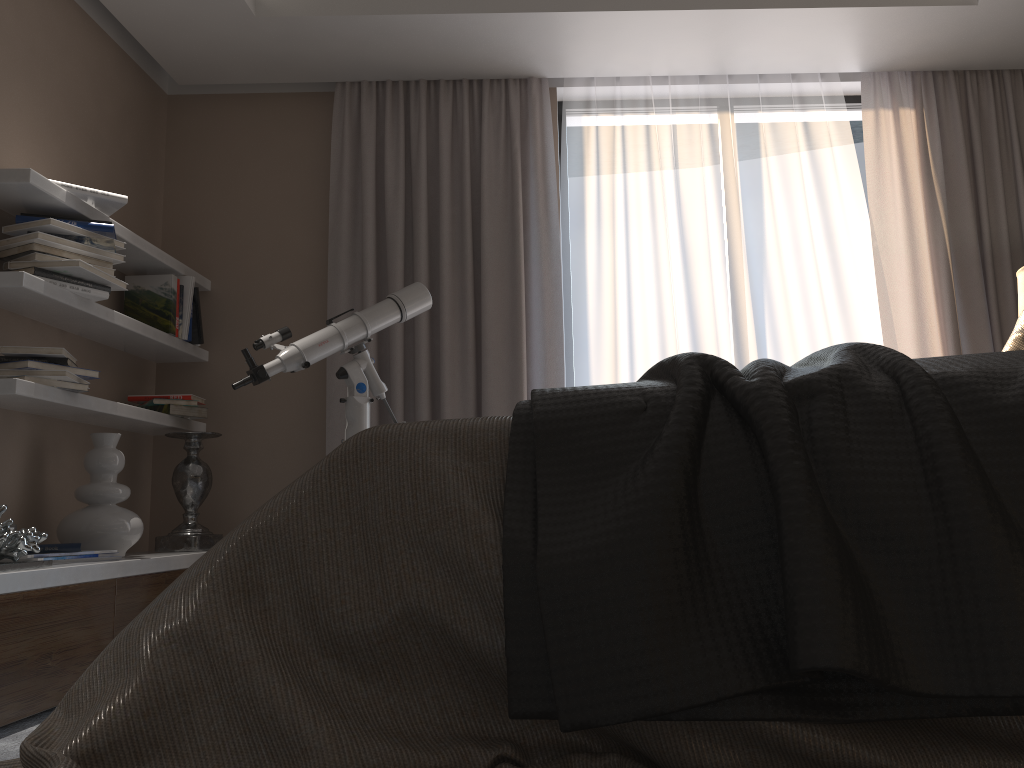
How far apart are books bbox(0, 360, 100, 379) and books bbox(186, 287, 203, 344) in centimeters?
90cm

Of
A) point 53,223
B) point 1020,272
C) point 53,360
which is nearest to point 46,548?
point 53,360

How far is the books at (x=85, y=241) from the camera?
3.04m

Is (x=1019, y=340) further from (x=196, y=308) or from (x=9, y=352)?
(x=196, y=308)

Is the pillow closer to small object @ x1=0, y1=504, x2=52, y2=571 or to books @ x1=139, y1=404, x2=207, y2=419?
small object @ x1=0, y1=504, x2=52, y2=571

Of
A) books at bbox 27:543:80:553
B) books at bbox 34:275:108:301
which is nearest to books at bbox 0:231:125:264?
books at bbox 34:275:108:301

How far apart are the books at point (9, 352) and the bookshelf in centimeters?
12cm

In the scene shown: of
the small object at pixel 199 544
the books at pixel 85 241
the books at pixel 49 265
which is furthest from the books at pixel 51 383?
the small object at pixel 199 544

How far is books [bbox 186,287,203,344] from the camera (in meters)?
3.94

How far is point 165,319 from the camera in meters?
3.7 m
